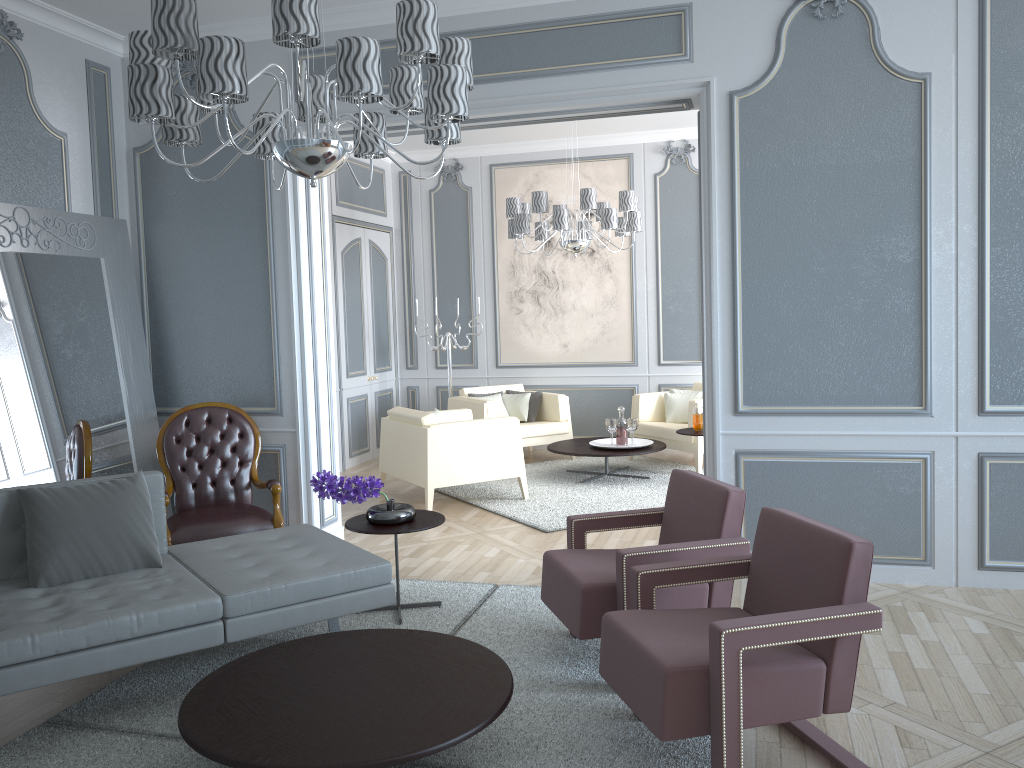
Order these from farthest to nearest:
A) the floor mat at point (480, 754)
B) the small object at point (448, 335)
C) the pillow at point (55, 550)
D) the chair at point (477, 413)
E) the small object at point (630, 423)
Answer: the small object at point (448, 335)
the chair at point (477, 413)
the small object at point (630, 423)
the pillow at point (55, 550)
the floor mat at point (480, 754)

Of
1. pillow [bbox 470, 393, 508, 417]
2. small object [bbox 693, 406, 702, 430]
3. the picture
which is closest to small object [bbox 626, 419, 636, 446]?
small object [bbox 693, 406, 702, 430]

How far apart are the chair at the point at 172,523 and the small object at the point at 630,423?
2.8 meters

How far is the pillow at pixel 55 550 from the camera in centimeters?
298cm

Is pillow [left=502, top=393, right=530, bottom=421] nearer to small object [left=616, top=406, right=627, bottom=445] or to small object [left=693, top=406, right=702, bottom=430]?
small object [left=616, top=406, right=627, bottom=445]

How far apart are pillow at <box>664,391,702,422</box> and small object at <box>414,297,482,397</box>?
1.9m

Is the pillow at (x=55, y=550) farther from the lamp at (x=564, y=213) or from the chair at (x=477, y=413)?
the chair at (x=477, y=413)

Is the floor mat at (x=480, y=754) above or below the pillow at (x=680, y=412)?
below

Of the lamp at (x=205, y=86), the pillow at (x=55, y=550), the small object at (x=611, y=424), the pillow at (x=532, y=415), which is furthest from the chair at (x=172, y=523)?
the pillow at (x=532, y=415)

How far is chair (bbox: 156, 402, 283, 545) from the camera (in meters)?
4.11
